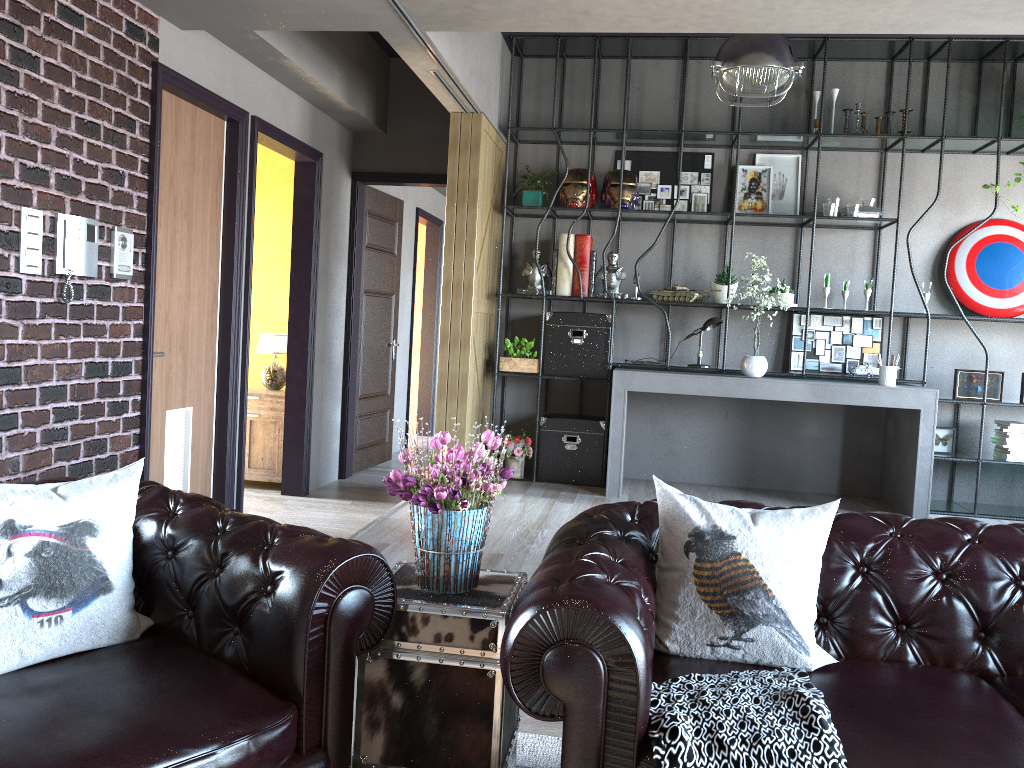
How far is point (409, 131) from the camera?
7.2m

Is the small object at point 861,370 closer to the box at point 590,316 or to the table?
the box at point 590,316

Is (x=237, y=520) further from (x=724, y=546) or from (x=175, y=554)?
(x=724, y=546)

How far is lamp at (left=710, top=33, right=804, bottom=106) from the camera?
4.9m

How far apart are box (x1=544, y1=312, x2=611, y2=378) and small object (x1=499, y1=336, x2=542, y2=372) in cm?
9

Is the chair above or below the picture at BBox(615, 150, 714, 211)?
below

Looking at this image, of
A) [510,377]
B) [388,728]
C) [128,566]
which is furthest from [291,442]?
[388,728]

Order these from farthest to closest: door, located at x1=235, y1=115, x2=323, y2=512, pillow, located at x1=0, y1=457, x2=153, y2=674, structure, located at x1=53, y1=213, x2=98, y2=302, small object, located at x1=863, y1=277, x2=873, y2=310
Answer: small object, located at x1=863, y1=277, x2=873, y2=310
door, located at x1=235, y1=115, x2=323, y2=512
structure, located at x1=53, y1=213, x2=98, y2=302
pillow, located at x1=0, y1=457, x2=153, y2=674

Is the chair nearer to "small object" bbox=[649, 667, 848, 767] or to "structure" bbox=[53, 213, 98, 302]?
"small object" bbox=[649, 667, 848, 767]

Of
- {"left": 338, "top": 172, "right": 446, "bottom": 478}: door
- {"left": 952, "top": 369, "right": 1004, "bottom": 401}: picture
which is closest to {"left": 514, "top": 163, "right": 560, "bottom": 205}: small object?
{"left": 338, "top": 172, "right": 446, "bottom": 478}: door
